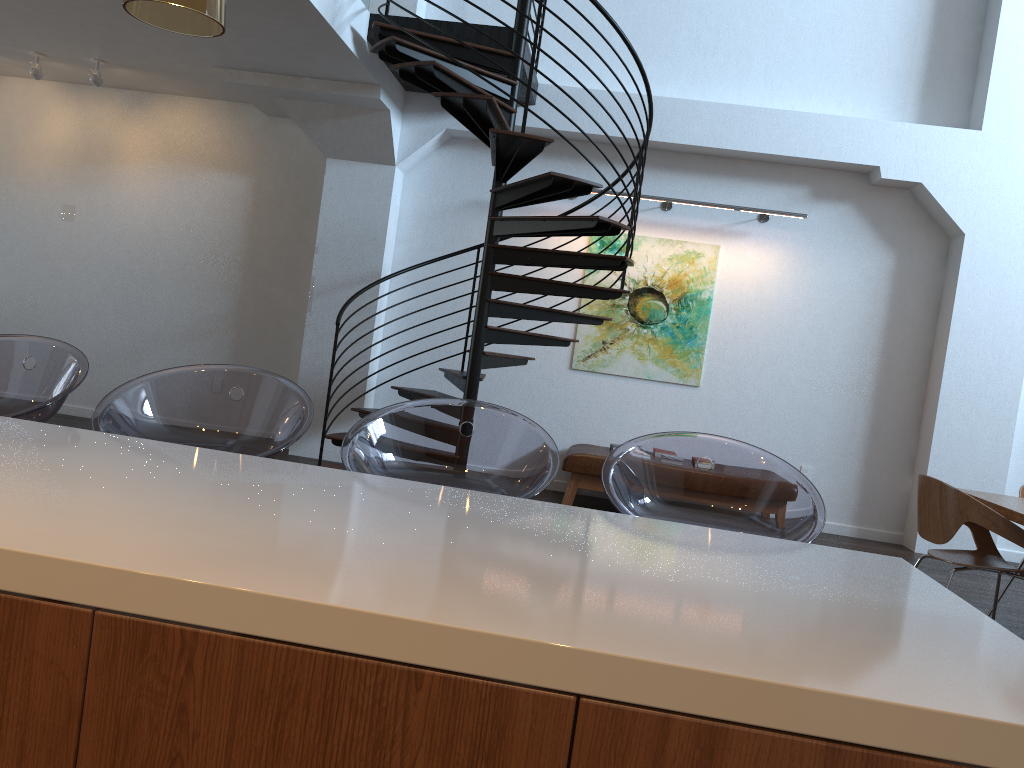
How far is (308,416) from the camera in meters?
2.3

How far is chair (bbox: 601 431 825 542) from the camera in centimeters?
214cm

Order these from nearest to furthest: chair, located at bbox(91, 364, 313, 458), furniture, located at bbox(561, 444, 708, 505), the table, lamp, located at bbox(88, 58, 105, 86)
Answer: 1. chair, located at bbox(91, 364, 313, 458)
2. the table
3. furniture, located at bbox(561, 444, 708, 505)
4. lamp, located at bbox(88, 58, 105, 86)

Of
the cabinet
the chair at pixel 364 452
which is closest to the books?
the chair at pixel 364 452

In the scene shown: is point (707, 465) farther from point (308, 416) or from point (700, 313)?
point (308, 416)

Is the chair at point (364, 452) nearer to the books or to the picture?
the books

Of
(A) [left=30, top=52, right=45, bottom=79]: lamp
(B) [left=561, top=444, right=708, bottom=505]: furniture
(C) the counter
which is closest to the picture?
(B) [left=561, top=444, right=708, bottom=505]: furniture

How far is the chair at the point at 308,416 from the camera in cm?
227

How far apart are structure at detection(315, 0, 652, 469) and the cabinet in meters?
4.1

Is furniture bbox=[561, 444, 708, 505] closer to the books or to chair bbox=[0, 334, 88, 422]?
the books
